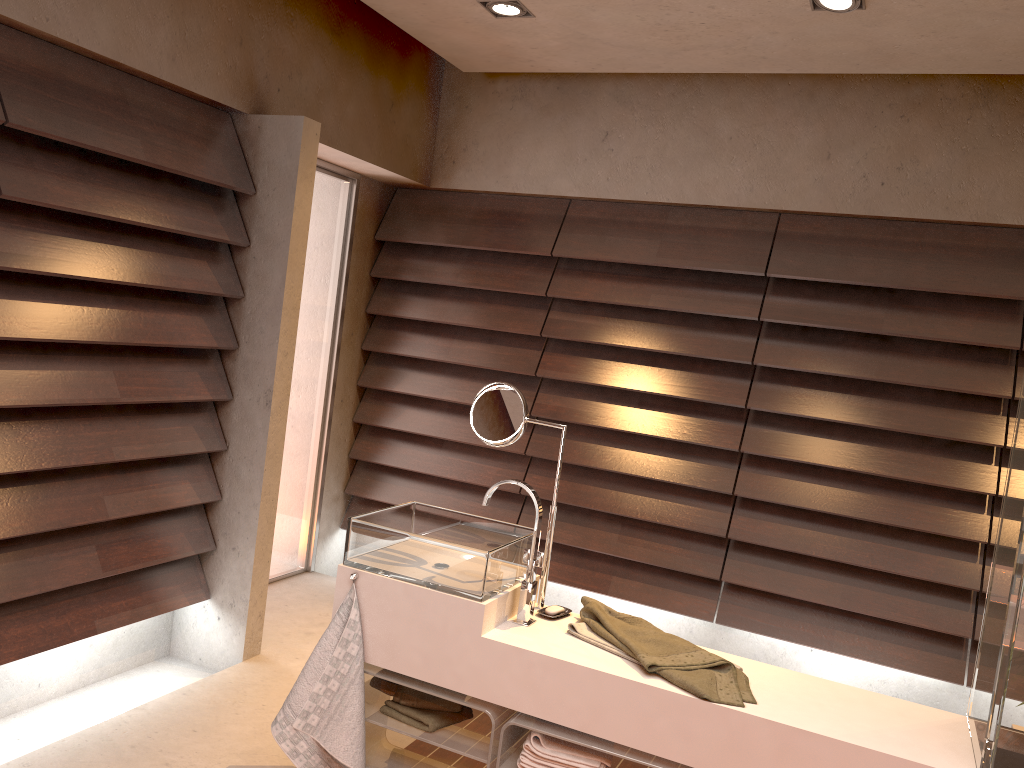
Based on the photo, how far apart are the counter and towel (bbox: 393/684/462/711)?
0.1 meters

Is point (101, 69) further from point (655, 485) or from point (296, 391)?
point (655, 485)

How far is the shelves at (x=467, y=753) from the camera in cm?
215

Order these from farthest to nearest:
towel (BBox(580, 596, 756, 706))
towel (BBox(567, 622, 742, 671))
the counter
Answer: towel (BBox(567, 622, 742, 671)) < towel (BBox(580, 596, 756, 706)) < the counter

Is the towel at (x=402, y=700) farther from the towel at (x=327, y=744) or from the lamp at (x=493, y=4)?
the lamp at (x=493, y=4)

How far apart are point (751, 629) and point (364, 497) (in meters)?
2.01

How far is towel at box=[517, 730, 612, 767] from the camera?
2.05m

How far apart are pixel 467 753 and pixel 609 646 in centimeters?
43cm

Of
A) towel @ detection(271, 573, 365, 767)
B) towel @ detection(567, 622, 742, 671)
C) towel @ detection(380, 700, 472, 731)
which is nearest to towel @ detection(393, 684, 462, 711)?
towel @ detection(380, 700, 472, 731)

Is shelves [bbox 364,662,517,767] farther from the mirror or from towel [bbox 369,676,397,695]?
the mirror
